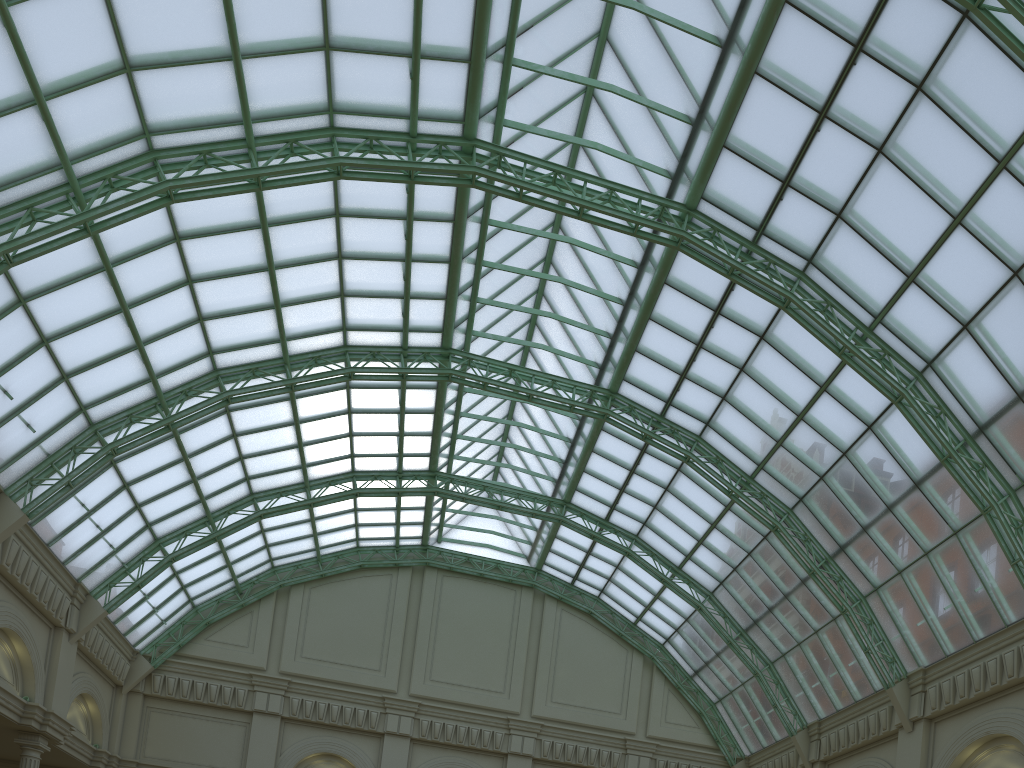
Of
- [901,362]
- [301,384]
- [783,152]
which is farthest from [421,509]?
[901,362]
